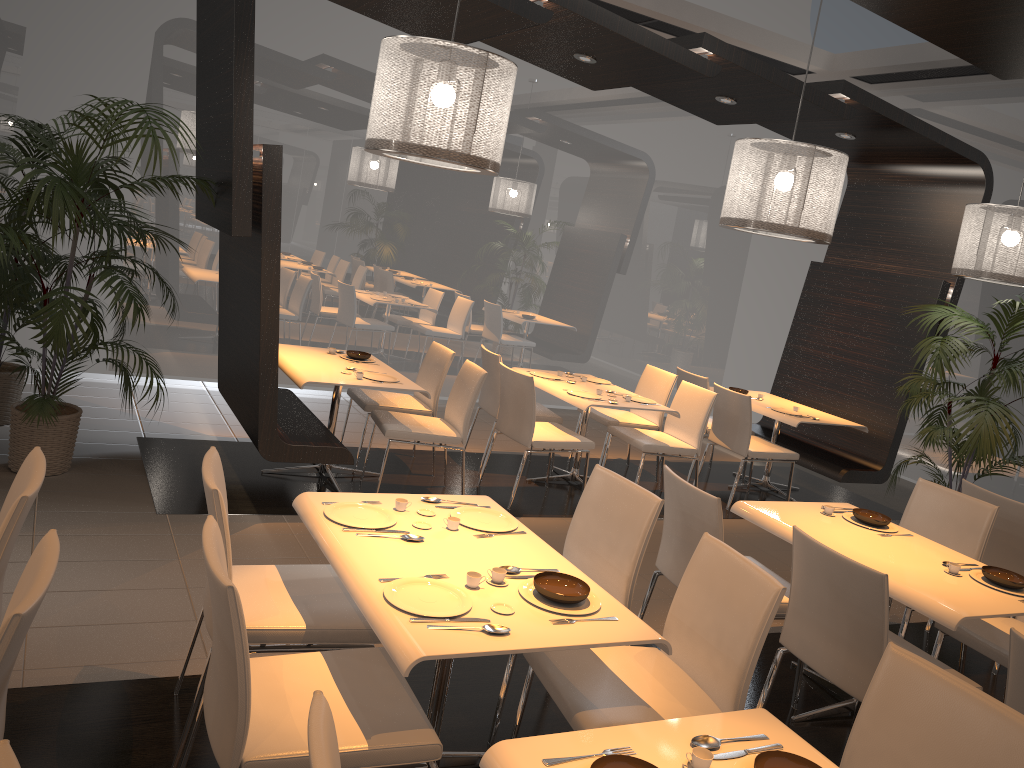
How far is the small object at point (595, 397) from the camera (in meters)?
6.13

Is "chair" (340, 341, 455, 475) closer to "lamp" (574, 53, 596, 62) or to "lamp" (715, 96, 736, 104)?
"lamp" (574, 53, 596, 62)

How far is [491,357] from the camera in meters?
6.4

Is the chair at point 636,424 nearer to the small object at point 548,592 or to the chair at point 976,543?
the chair at point 976,543

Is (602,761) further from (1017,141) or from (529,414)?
(1017,141)

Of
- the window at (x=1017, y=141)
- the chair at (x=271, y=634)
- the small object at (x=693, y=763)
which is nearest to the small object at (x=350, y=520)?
the chair at (x=271, y=634)

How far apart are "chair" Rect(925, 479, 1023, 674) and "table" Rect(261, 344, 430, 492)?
3.1m

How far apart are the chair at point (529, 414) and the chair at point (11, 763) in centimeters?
441cm

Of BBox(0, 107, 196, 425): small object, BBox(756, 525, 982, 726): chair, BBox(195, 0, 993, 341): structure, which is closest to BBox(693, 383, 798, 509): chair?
BBox(195, 0, 993, 341): structure

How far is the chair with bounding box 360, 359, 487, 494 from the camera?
5.35m
